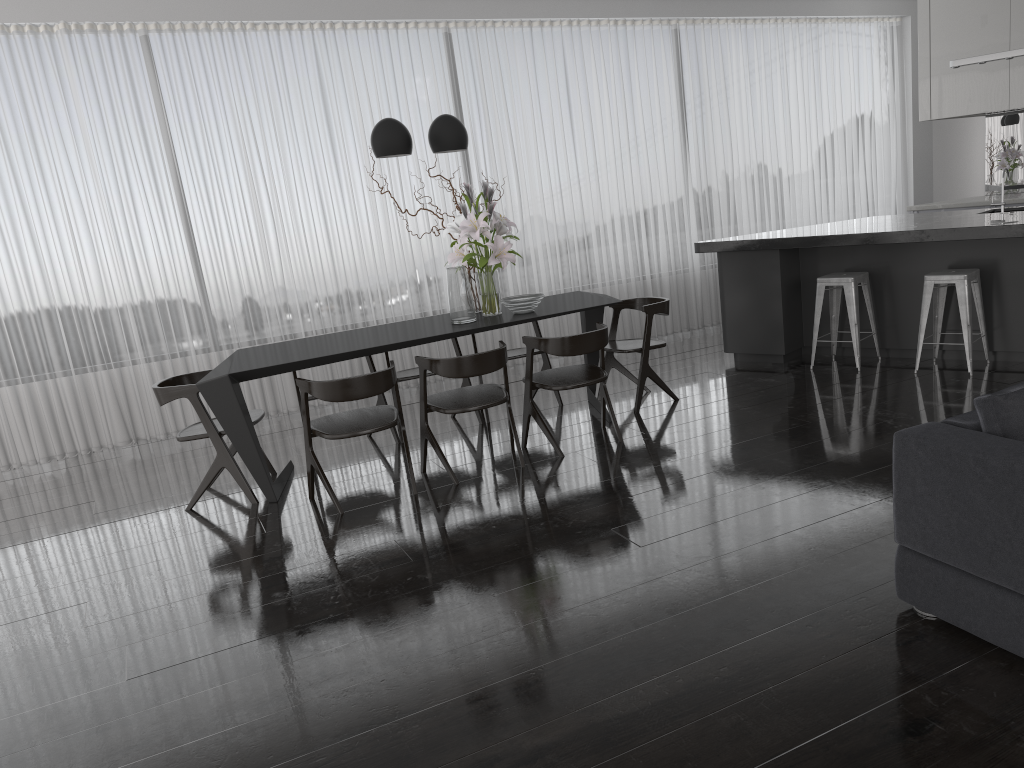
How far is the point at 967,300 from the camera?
5.33m

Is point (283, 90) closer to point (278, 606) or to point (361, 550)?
point (361, 550)

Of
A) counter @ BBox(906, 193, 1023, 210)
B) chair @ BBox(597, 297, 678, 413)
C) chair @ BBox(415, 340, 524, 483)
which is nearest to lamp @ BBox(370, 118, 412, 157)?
chair @ BBox(415, 340, 524, 483)

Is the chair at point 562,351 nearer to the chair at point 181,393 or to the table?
the table

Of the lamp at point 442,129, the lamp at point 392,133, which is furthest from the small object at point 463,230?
the lamp at point 392,133

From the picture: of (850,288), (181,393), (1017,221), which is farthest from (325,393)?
(1017,221)

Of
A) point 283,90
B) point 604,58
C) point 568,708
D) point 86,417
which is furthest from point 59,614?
point 604,58

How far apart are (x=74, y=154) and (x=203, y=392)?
2.9 meters

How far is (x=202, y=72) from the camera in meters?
6.5 m

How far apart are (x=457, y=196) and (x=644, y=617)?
3.57m
